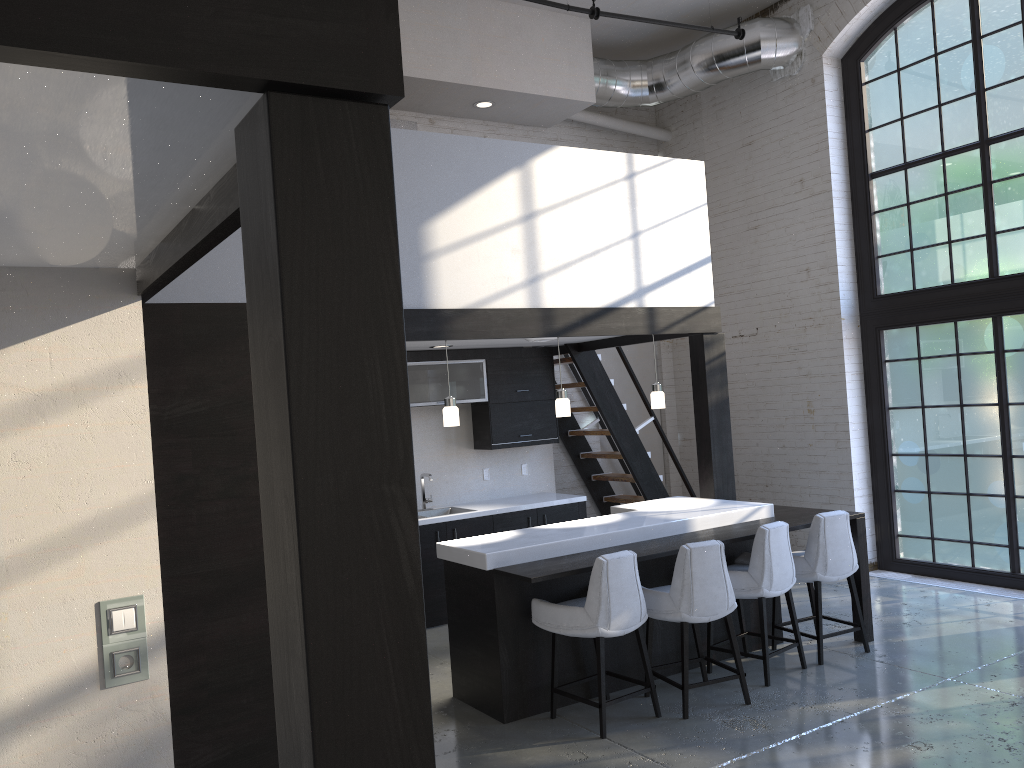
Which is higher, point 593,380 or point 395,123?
point 395,123

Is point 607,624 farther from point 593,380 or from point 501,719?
point 593,380

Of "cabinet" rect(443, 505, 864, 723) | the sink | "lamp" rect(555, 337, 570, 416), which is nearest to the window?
"cabinet" rect(443, 505, 864, 723)

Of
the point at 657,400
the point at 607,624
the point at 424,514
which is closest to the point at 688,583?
the point at 607,624

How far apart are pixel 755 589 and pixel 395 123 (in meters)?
5.45

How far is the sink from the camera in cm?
772

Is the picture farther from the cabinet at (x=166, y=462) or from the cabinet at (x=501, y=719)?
the cabinet at (x=501, y=719)

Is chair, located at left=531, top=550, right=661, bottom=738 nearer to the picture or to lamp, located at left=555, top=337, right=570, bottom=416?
lamp, located at left=555, top=337, right=570, bottom=416

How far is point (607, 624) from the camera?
4.65m

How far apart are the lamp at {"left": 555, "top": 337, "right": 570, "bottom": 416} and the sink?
Result: 2.1 meters
